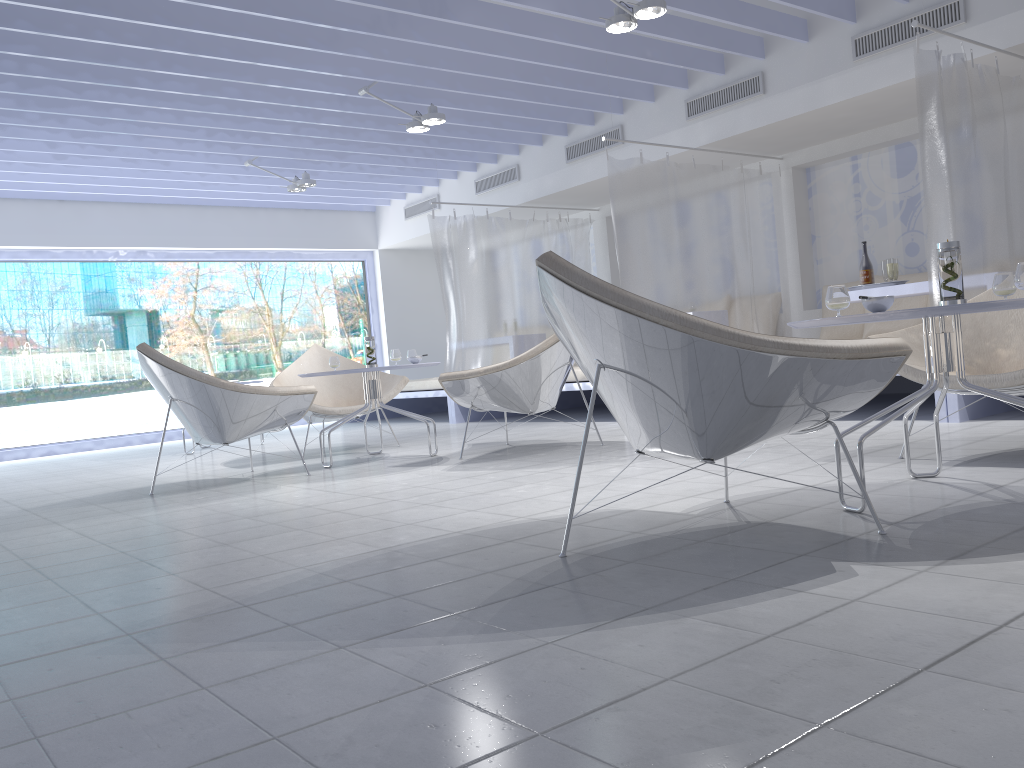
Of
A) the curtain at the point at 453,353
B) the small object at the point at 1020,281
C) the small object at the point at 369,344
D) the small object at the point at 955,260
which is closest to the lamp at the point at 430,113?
the curtain at the point at 453,353

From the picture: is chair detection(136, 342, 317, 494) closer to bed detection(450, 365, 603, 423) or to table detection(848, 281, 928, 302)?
bed detection(450, 365, 603, 423)

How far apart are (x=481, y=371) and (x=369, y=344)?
0.93m

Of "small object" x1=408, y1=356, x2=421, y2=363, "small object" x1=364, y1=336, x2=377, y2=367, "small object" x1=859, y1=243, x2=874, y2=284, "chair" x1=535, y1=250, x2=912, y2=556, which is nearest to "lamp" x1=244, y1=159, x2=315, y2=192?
"small object" x1=364, y1=336, x2=377, y2=367

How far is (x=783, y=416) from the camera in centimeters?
207cm

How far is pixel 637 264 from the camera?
6.2 meters

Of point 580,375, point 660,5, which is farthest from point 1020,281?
point 580,375

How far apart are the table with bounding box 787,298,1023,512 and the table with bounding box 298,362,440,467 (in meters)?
2.74

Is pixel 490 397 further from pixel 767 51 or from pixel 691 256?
pixel 767 51

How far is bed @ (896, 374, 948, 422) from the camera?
4.4m
